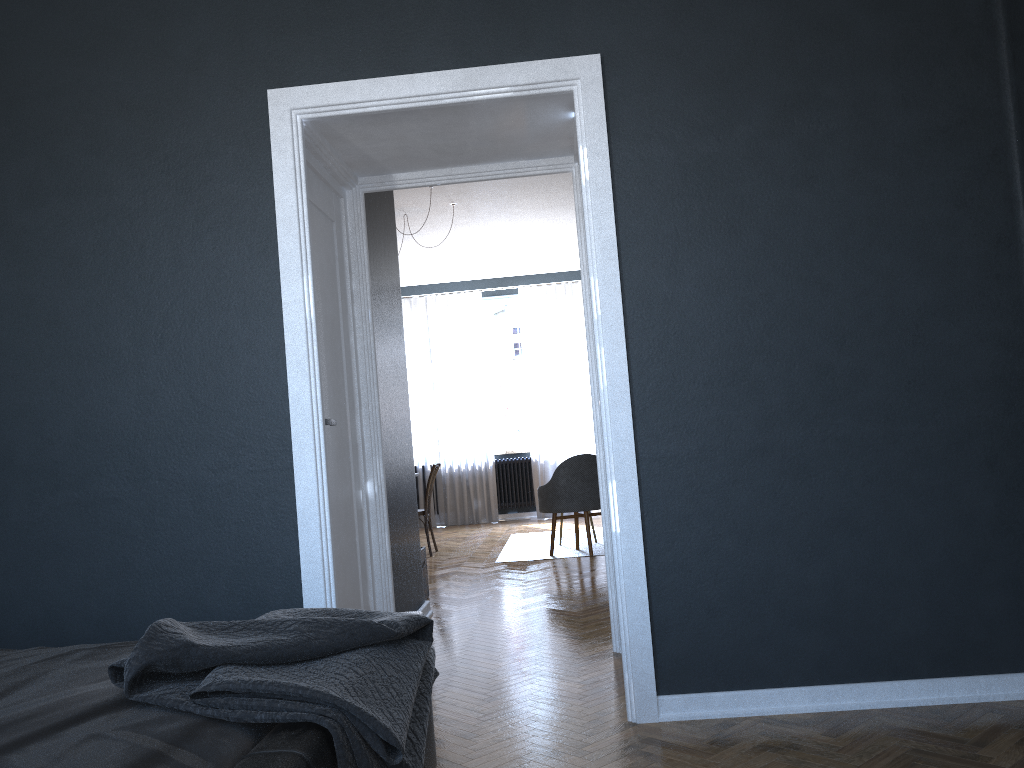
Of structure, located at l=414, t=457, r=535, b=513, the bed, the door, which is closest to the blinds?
structure, located at l=414, t=457, r=535, b=513

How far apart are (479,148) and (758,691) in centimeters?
241cm

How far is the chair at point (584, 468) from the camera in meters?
7.0

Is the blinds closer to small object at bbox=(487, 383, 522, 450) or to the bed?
small object at bbox=(487, 383, 522, 450)

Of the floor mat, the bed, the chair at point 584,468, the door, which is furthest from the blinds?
the bed

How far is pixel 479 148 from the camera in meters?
3.8 m

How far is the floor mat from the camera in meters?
7.3 m

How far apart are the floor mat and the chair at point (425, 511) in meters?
0.8

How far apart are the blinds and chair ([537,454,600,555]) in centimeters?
318cm

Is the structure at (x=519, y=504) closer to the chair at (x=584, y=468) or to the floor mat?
the floor mat
